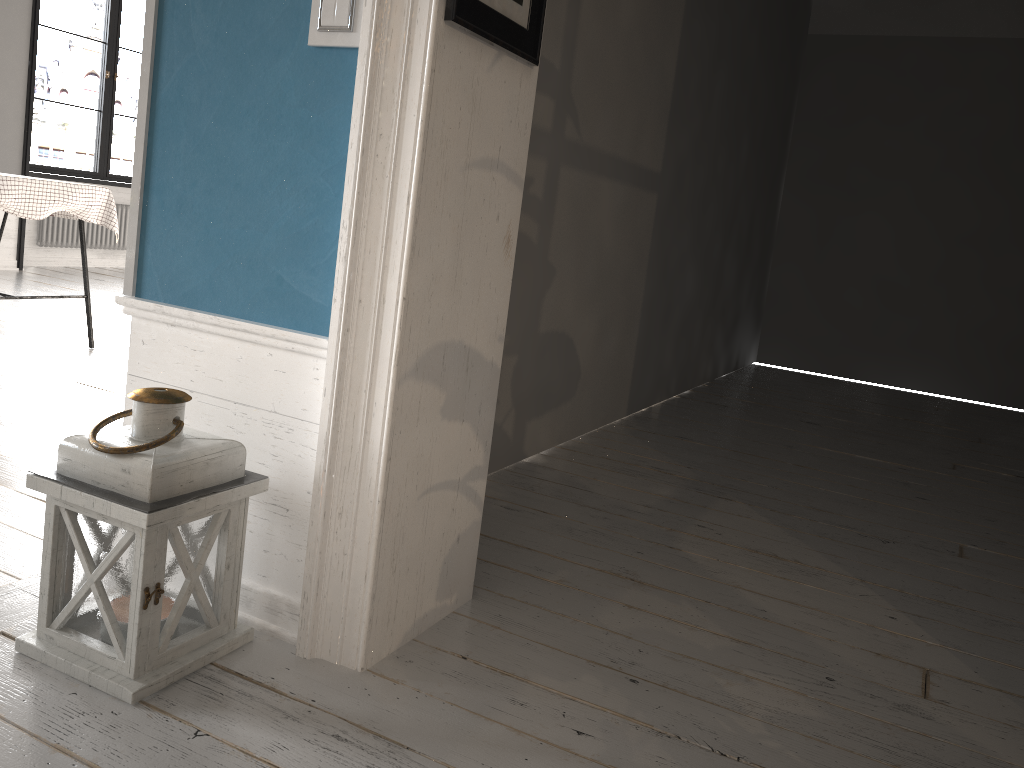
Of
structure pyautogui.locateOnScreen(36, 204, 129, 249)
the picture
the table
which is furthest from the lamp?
structure pyautogui.locateOnScreen(36, 204, 129, 249)

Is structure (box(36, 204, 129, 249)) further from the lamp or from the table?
the lamp

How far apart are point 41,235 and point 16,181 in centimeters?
411cm

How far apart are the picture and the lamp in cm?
80

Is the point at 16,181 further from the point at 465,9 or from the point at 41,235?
the point at 41,235

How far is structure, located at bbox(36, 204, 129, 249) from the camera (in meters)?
7.46

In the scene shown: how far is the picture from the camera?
1.5 meters

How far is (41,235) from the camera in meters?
7.5

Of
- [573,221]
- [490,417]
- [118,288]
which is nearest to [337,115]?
[490,417]

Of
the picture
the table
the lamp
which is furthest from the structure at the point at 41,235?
the picture
